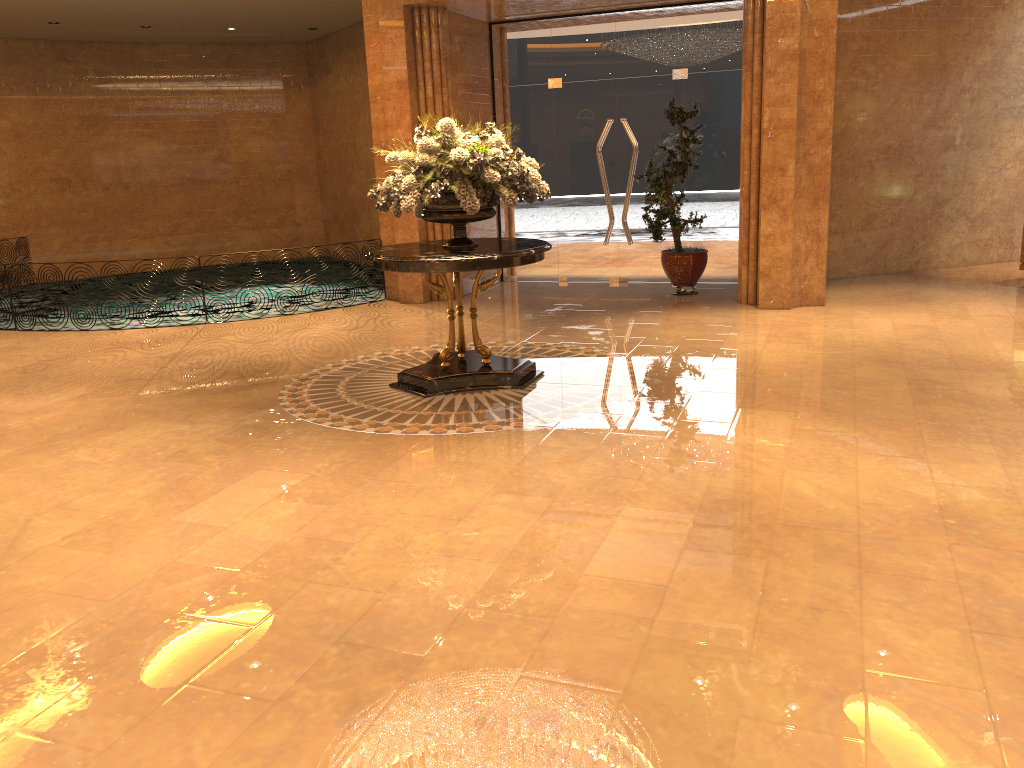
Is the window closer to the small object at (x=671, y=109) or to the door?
the door

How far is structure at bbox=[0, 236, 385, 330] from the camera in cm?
1047

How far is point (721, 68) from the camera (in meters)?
11.23

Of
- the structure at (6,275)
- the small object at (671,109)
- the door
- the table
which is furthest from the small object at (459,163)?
the structure at (6,275)

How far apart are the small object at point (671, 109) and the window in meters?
0.6 m

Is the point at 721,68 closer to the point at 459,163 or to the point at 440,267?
the point at 459,163

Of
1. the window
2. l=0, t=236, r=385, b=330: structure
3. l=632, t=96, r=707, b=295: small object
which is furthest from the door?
l=0, t=236, r=385, b=330: structure

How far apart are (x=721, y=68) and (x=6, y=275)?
9.08m

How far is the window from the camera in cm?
1123

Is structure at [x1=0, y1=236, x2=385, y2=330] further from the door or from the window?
the door
